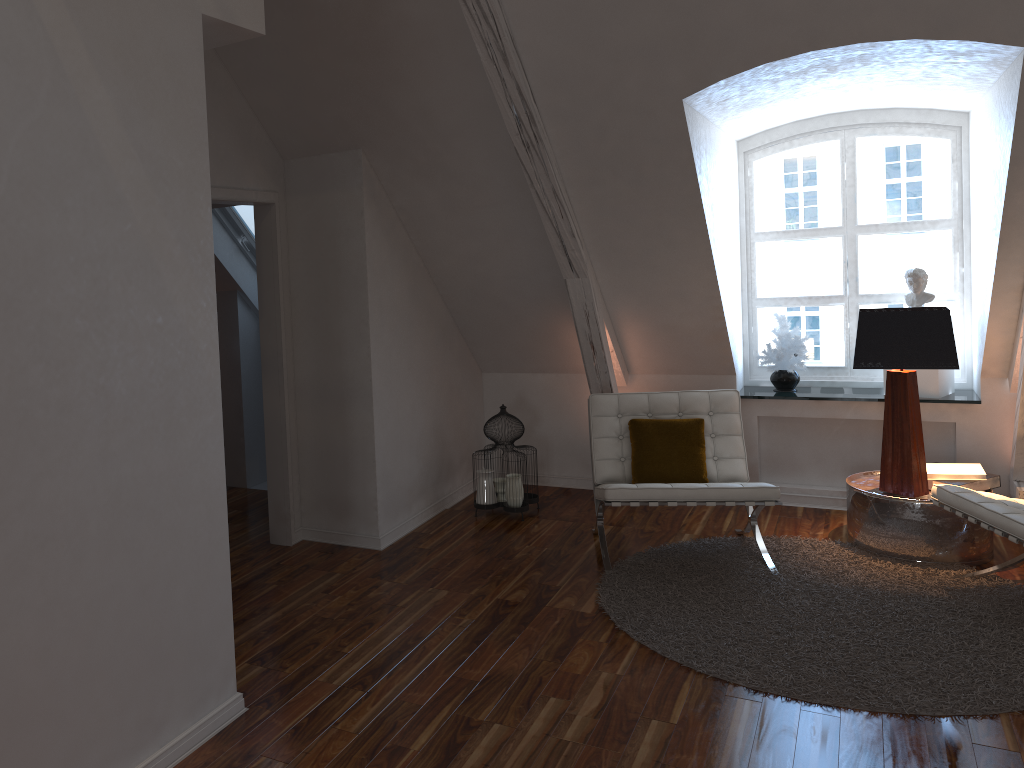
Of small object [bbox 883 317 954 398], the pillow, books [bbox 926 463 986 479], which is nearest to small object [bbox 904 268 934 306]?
→ small object [bbox 883 317 954 398]

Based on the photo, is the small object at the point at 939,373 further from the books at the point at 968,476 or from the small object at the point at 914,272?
the books at the point at 968,476

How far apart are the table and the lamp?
0.0m

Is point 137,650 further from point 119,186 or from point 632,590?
point 632,590

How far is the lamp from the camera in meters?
3.7

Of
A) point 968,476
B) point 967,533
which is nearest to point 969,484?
point 968,476

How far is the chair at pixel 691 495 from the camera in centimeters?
367cm

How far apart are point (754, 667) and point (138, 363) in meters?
2.2 m

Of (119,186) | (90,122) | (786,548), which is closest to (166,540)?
(119,186)

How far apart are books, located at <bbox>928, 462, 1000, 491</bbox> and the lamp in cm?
15
